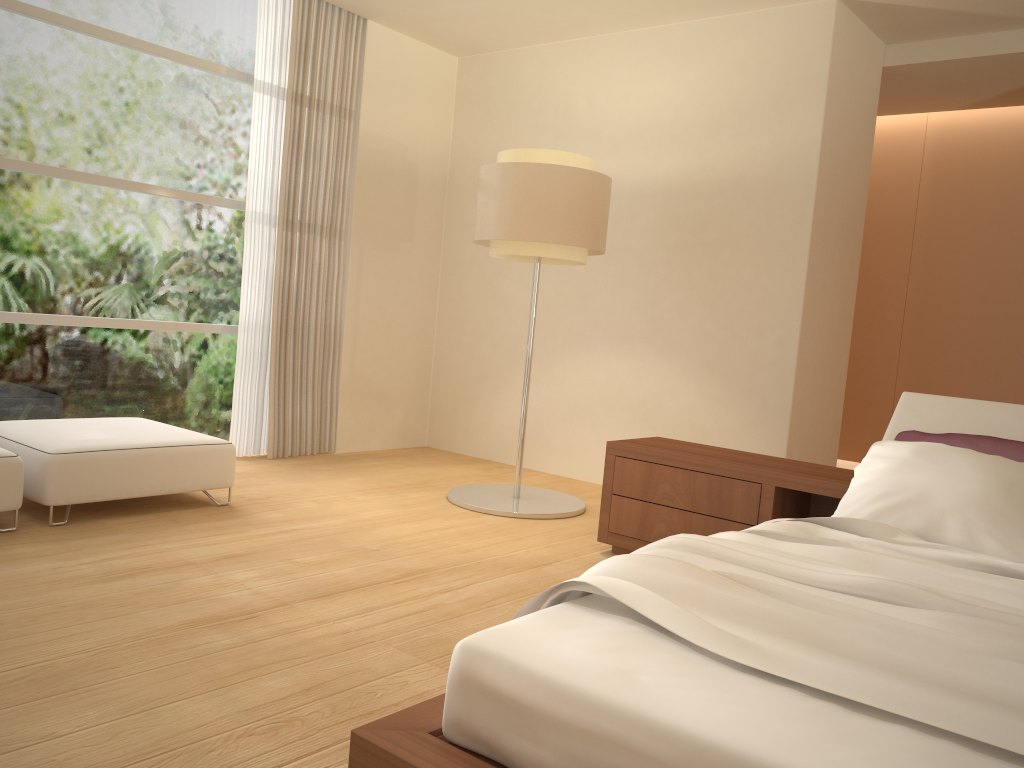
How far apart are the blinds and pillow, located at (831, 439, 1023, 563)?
4.0m

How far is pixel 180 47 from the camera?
5.57m

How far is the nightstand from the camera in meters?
3.7

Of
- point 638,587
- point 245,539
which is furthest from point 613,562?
point 245,539

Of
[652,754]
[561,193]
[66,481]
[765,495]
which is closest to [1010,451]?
[765,495]

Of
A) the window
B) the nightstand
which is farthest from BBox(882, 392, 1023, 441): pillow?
the window

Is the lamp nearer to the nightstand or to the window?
the nightstand

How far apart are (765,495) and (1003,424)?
0.94m

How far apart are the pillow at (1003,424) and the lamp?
1.89m

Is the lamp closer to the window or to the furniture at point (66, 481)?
the furniture at point (66, 481)
